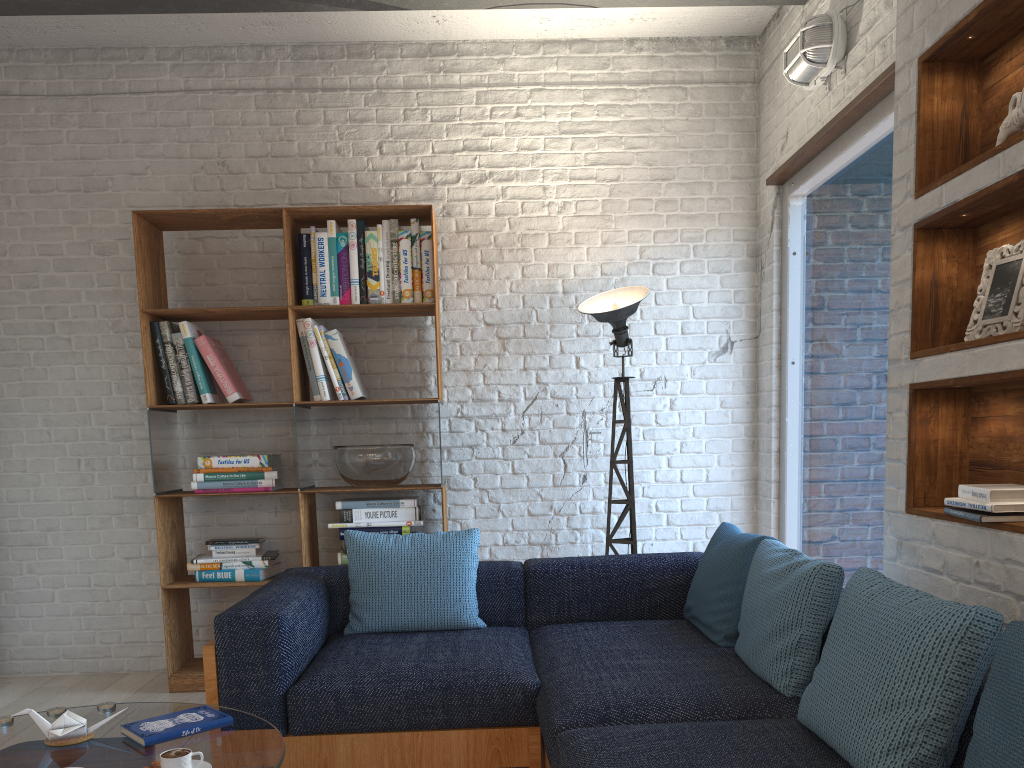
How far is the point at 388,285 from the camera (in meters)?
4.13

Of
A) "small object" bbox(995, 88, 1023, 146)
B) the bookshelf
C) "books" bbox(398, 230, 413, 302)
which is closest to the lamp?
the bookshelf

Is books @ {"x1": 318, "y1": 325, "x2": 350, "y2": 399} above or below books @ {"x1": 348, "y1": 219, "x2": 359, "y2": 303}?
below

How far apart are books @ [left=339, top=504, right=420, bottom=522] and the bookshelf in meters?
Answer: 0.2

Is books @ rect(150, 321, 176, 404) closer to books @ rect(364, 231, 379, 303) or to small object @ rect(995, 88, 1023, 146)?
books @ rect(364, 231, 379, 303)

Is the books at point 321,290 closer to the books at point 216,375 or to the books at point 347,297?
the books at point 347,297

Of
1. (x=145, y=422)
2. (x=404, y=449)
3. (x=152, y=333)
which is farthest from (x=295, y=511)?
(x=152, y=333)

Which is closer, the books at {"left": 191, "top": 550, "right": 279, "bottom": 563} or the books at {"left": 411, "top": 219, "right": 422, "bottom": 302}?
the books at {"left": 191, "top": 550, "right": 279, "bottom": 563}

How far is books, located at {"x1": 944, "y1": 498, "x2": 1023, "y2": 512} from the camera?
2.04m

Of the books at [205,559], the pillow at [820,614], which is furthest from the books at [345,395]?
the pillow at [820,614]
